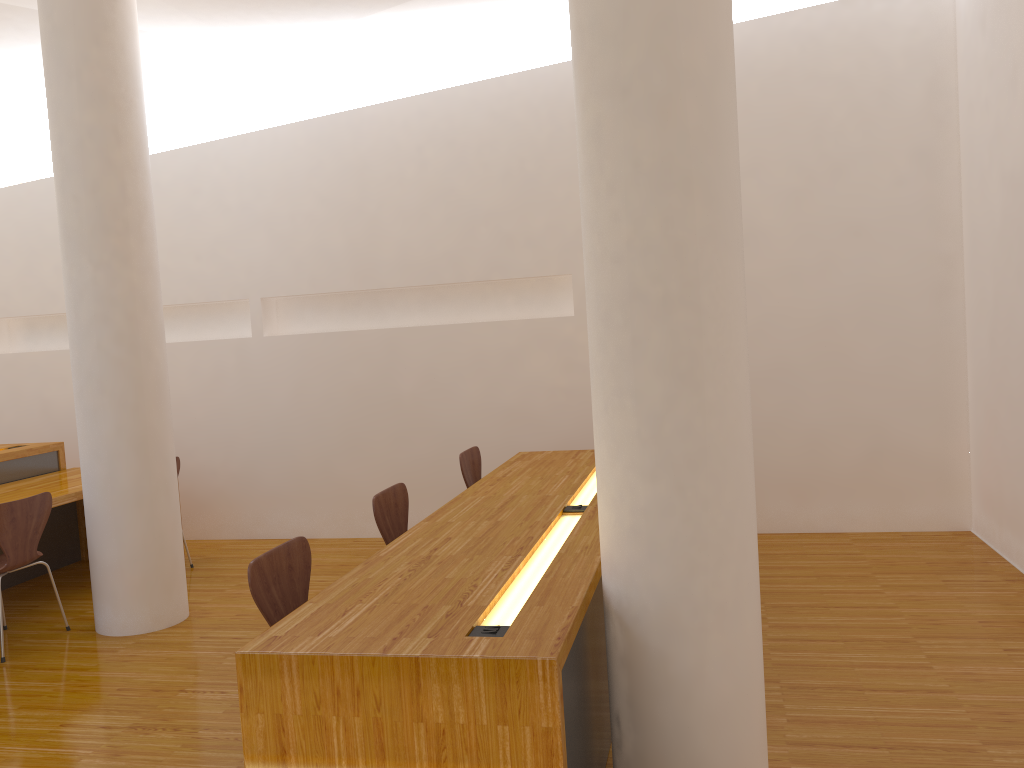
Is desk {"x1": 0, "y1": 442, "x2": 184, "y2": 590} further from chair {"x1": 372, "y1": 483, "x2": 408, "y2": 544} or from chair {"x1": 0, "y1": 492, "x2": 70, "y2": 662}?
chair {"x1": 372, "y1": 483, "x2": 408, "y2": 544}

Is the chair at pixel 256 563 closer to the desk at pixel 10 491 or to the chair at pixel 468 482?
the chair at pixel 468 482

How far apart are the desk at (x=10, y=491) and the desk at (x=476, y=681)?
2.3 meters

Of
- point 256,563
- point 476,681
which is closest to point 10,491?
point 256,563

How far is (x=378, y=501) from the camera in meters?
3.6

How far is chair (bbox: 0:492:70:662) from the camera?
3.98m

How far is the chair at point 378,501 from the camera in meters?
3.6

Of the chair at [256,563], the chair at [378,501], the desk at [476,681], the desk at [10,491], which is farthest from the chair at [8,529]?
the desk at [476,681]

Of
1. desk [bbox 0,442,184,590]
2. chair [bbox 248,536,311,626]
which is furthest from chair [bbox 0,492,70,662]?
chair [bbox 248,536,311,626]

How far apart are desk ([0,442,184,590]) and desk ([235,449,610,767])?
2.3 meters
